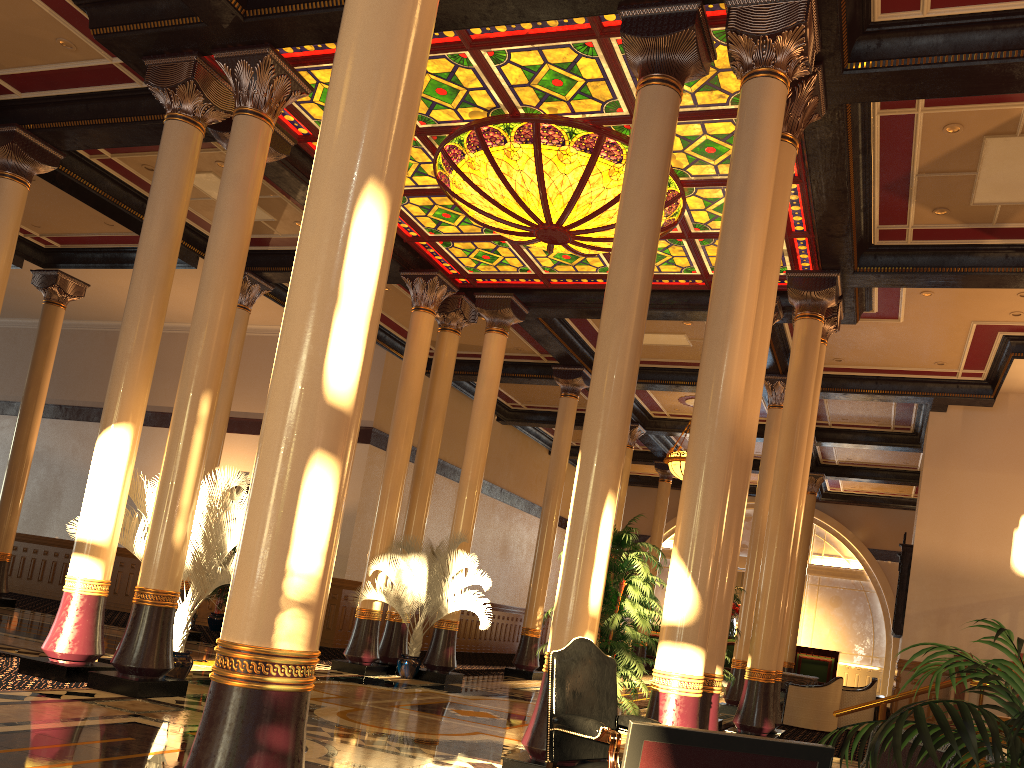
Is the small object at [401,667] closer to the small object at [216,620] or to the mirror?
the small object at [216,620]

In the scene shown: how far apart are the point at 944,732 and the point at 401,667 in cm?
1085

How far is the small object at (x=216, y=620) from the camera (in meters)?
16.49

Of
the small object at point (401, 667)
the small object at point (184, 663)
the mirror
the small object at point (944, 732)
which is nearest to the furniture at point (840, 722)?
the mirror

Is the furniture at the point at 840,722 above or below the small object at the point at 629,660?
below

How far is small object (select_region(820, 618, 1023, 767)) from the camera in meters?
2.1 m

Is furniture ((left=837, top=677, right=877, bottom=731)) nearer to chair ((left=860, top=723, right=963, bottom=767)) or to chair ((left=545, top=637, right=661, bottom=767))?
chair ((left=545, top=637, right=661, bottom=767))

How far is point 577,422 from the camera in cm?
2145

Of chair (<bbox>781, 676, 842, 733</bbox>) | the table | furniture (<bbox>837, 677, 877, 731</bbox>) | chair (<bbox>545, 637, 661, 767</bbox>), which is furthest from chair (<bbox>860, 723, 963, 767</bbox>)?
furniture (<bbox>837, 677, 877, 731</bbox>)

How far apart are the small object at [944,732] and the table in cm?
1219
